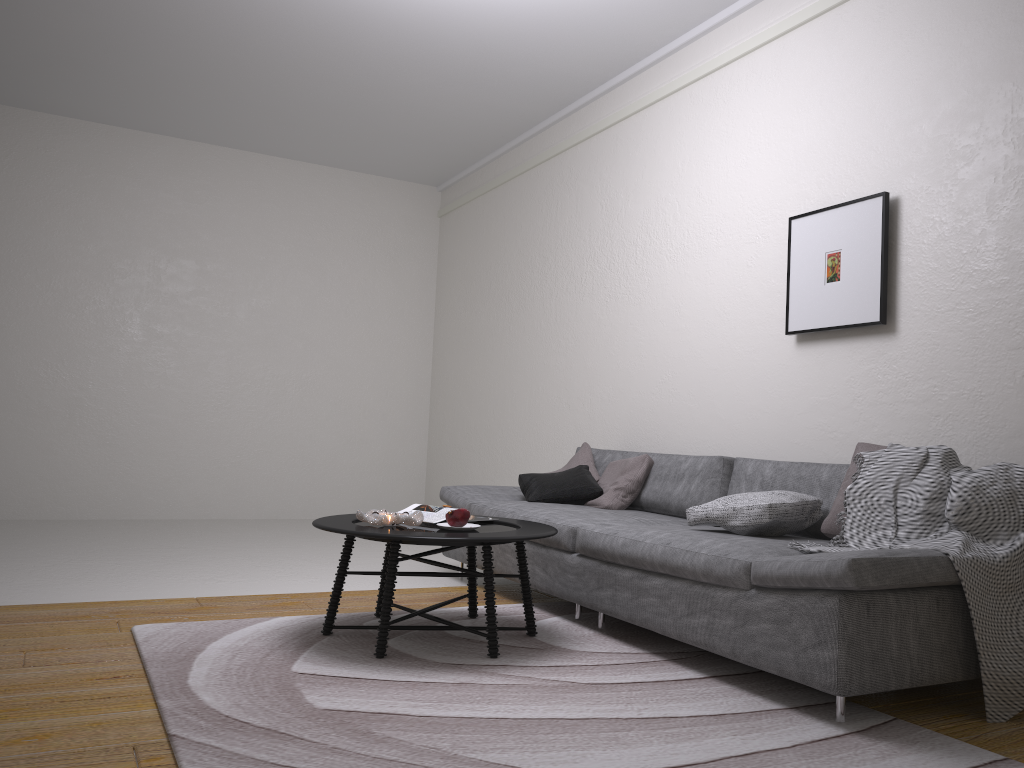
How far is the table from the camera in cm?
303

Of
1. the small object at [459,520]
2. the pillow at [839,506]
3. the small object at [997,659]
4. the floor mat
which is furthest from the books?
the pillow at [839,506]

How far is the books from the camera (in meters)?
3.54

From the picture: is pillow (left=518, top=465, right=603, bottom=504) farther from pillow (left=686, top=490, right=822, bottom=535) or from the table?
pillow (left=686, top=490, right=822, bottom=535)

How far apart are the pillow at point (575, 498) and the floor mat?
0.6m

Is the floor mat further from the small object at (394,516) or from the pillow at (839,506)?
the pillow at (839,506)

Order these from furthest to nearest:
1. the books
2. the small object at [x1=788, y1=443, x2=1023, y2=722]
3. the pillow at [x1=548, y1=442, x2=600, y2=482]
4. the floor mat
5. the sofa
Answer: the pillow at [x1=548, y1=442, x2=600, y2=482]
the books
the small object at [x1=788, y1=443, x2=1023, y2=722]
the sofa
the floor mat

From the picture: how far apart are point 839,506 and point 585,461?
2.0 meters

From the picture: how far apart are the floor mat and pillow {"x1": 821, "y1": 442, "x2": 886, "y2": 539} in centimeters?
59cm

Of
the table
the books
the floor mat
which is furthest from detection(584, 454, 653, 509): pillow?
the books
